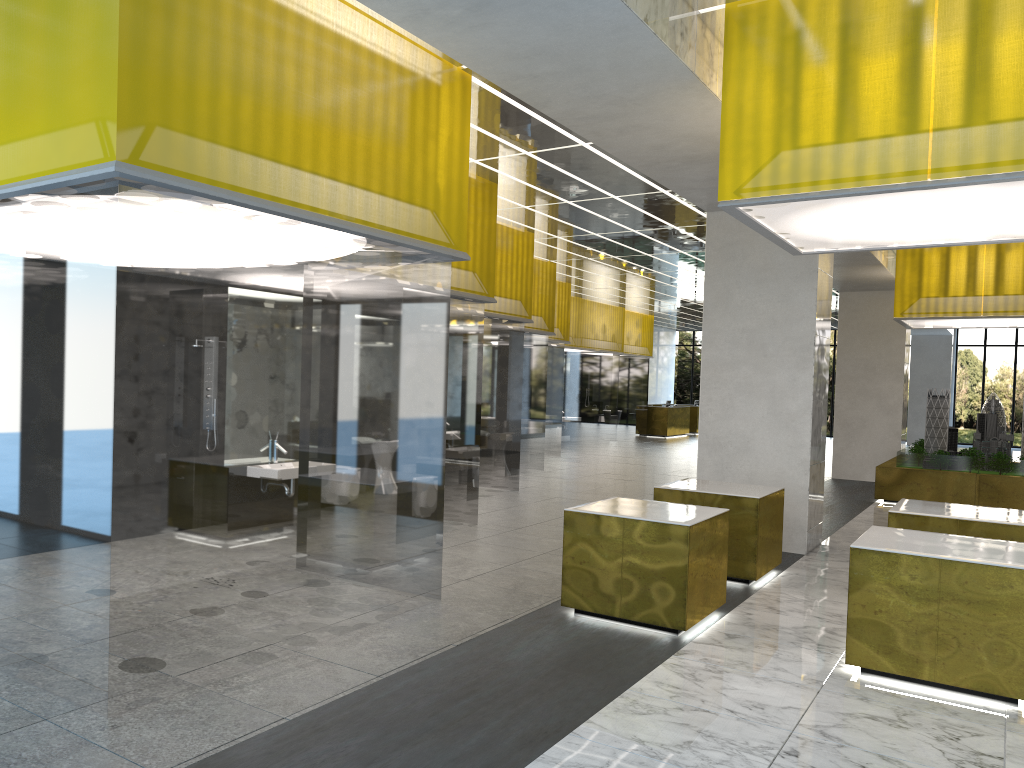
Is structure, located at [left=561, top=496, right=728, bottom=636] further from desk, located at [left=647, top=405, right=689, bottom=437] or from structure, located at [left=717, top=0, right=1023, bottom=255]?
desk, located at [left=647, top=405, right=689, bottom=437]

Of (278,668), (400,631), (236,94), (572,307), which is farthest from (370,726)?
(572,307)

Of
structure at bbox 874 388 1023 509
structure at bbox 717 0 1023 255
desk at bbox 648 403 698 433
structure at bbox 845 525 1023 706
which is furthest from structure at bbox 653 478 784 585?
desk at bbox 648 403 698 433

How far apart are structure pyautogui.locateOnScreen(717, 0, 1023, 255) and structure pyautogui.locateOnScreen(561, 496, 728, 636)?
3.22m

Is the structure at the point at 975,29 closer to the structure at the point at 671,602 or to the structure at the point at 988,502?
the structure at the point at 671,602

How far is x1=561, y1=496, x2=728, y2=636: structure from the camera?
9.0 meters

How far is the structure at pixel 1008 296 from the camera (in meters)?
19.87

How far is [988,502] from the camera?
20.3m

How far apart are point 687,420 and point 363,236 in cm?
4087

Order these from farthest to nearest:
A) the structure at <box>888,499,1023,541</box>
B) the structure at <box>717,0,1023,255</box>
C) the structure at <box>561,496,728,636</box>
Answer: the structure at <box>888,499,1023,541</box>, the structure at <box>561,496,728,636</box>, the structure at <box>717,0,1023,255</box>
